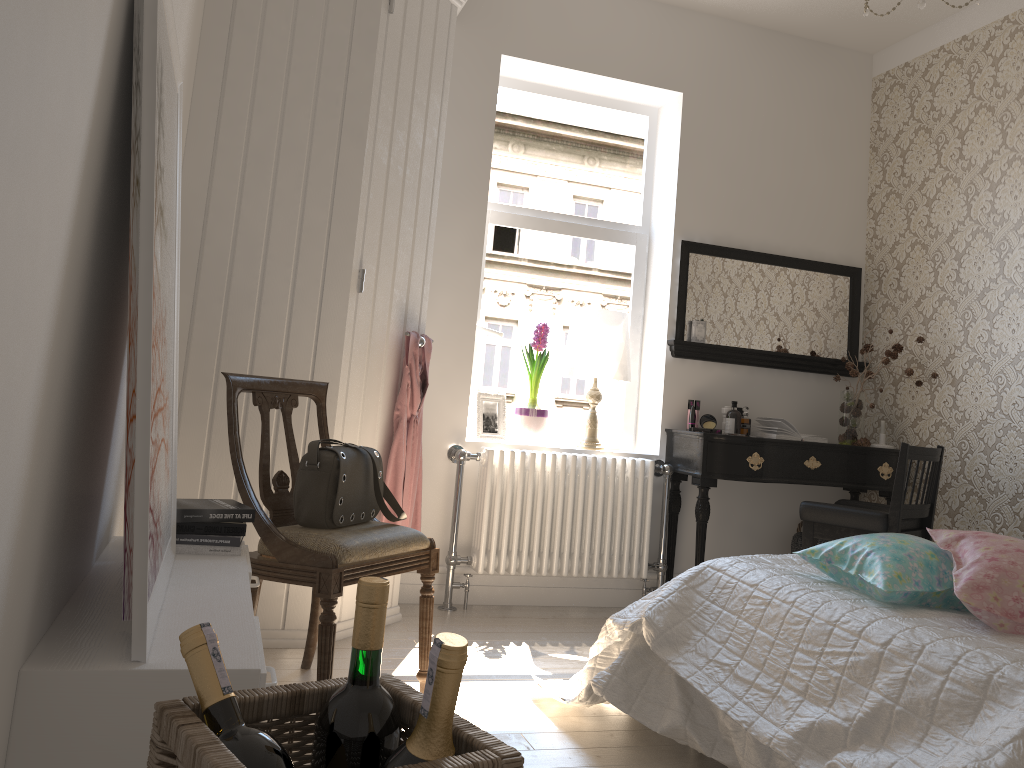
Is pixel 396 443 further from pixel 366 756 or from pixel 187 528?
pixel 366 756

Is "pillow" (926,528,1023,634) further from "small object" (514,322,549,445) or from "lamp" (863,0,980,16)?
"small object" (514,322,549,445)

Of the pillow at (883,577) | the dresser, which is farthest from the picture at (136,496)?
the pillow at (883,577)

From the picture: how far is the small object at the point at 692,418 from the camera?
4.1 meters

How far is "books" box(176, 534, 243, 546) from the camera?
2.2m

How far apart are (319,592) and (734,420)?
2.40m

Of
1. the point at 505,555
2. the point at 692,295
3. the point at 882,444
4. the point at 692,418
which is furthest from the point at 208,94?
the point at 882,444

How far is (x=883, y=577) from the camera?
2.00m

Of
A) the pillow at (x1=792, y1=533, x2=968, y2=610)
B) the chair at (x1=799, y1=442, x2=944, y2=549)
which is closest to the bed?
the pillow at (x1=792, y1=533, x2=968, y2=610)

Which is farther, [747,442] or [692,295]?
[692,295]
